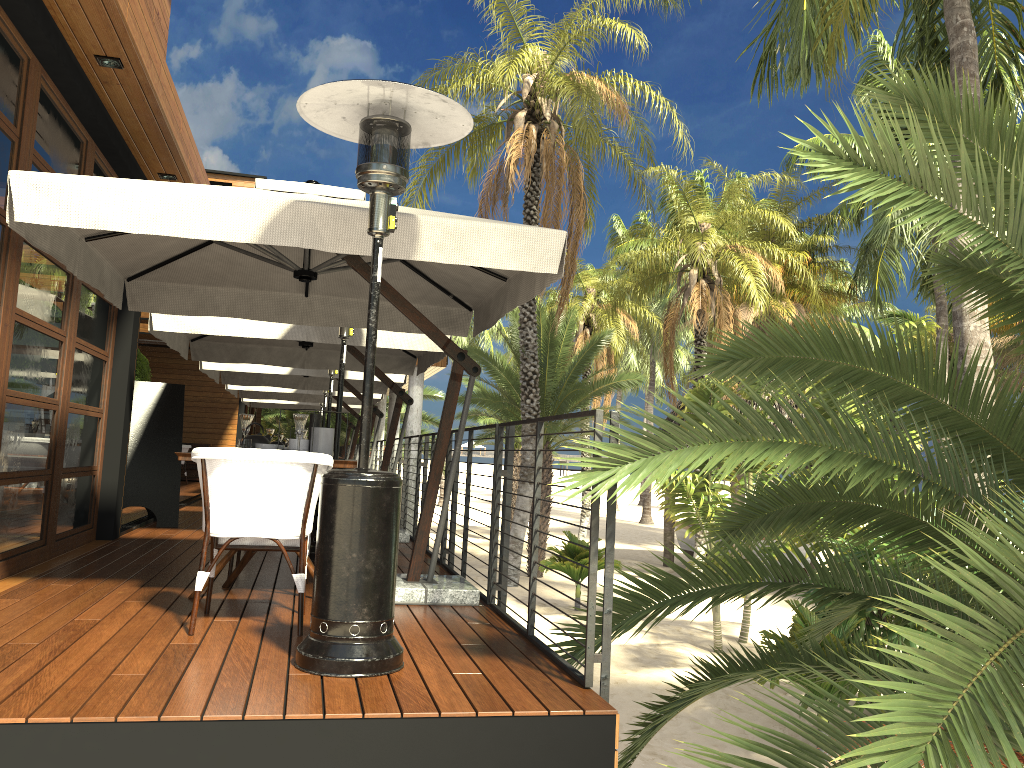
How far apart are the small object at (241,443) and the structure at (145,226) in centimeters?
100cm

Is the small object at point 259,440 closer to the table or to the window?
the table

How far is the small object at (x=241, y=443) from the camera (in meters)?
4.58

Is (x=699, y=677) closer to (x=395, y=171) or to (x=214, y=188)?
(x=395, y=171)

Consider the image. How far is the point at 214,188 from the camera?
4.3 meters

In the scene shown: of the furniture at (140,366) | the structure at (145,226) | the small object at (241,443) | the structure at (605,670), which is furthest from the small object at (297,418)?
the furniture at (140,366)

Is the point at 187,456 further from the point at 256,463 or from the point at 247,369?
the point at 247,369

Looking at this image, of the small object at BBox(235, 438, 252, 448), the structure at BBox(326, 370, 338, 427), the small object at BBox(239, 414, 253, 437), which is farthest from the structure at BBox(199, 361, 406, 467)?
the small object at BBox(235, 438, 252, 448)

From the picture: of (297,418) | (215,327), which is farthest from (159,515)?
(297,418)

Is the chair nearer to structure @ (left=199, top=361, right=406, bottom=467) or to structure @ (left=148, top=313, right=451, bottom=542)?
structure @ (left=148, top=313, right=451, bottom=542)
